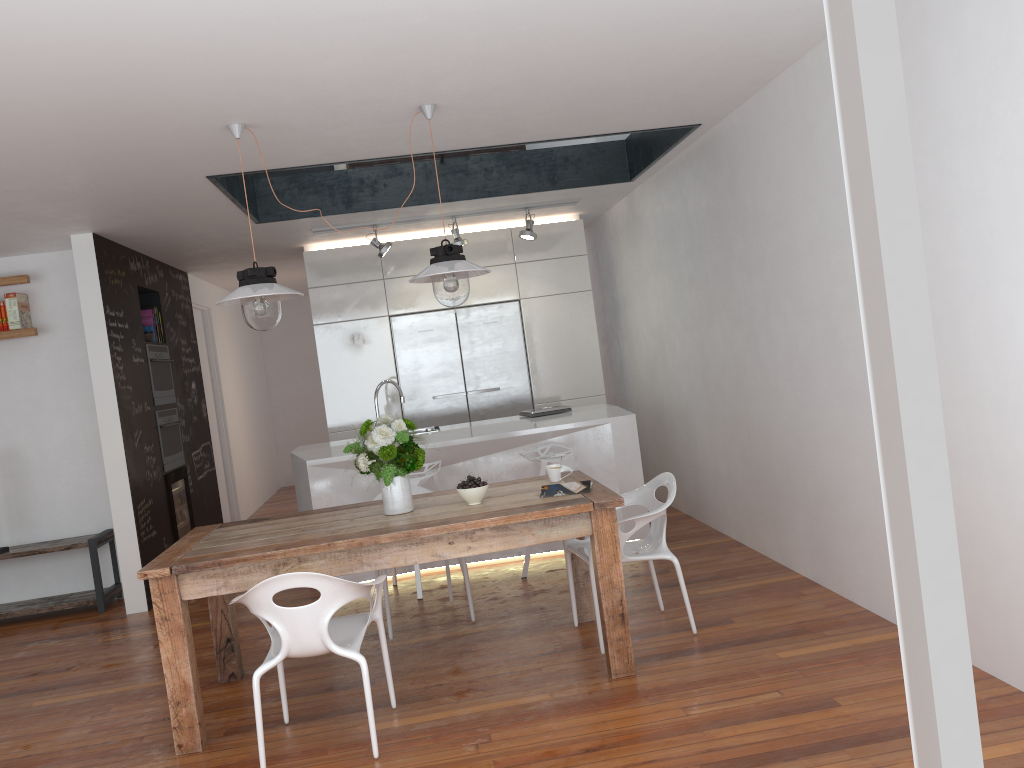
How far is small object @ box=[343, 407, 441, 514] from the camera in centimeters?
381cm

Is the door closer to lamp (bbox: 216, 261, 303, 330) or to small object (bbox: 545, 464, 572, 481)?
lamp (bbox: 216, 261, 303, 330)

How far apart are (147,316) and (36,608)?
2.3m

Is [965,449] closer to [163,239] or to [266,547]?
[266,547]

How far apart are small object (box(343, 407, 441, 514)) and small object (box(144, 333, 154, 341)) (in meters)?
3.53

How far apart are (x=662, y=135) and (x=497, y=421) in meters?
2.2 m

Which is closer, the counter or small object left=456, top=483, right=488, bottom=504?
small object left=456, top=483, right=488, bottom=504

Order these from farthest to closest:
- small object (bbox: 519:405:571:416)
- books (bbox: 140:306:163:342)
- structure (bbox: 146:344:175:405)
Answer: books (bbox: 140:306:163:342)
structure (bbox: 146:344:175:405)
small object (bbox: 519:405:571:416)

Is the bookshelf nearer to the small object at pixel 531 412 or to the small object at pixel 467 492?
the small object at pixel 531 412

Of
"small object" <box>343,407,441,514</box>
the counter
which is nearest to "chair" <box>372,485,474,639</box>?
the counter
